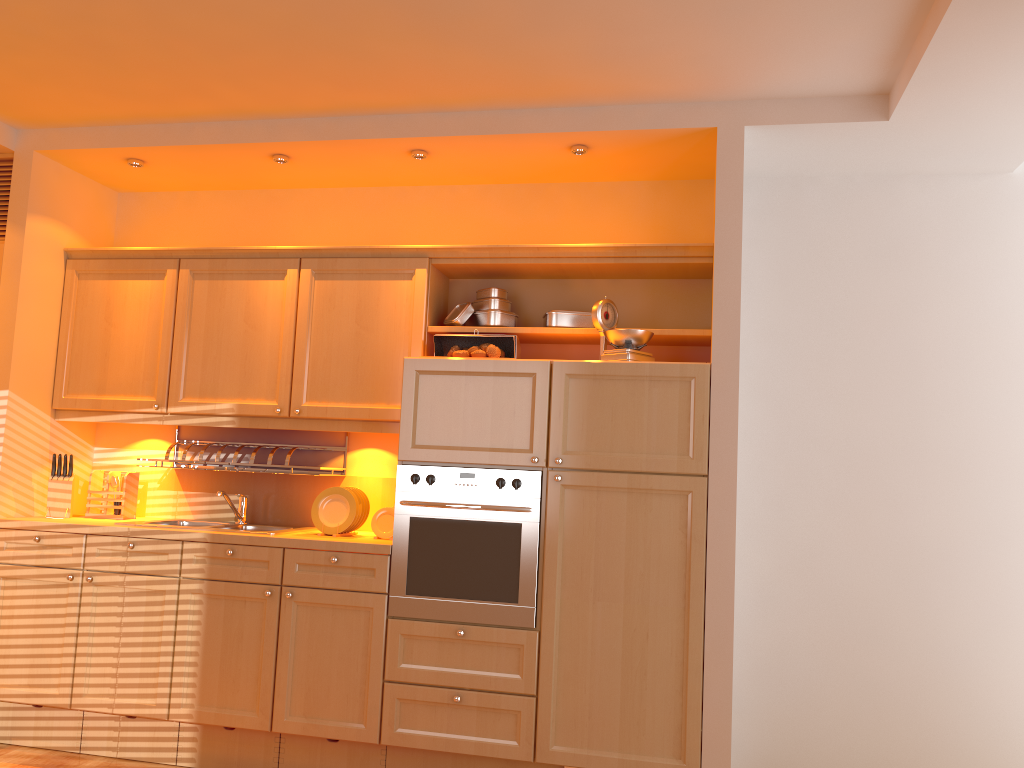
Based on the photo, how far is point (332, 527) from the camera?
3.7 meters

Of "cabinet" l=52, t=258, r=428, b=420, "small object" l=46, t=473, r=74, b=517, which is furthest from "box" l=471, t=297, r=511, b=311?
"small object" l=46, t=473, r=74, b=517

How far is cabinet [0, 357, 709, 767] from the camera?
3.24m

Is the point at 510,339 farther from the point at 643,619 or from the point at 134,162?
the point at 134,162

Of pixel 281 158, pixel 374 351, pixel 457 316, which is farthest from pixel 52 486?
pixel 457 316

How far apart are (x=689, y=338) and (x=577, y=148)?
0.9m

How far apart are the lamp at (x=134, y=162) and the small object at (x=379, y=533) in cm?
195

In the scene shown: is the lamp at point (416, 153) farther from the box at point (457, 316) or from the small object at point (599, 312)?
the small object at point (599, 312)

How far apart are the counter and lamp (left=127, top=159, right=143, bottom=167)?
1.6 meters

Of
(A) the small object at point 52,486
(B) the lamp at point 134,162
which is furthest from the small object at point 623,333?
(A) the small object at point 52,486
